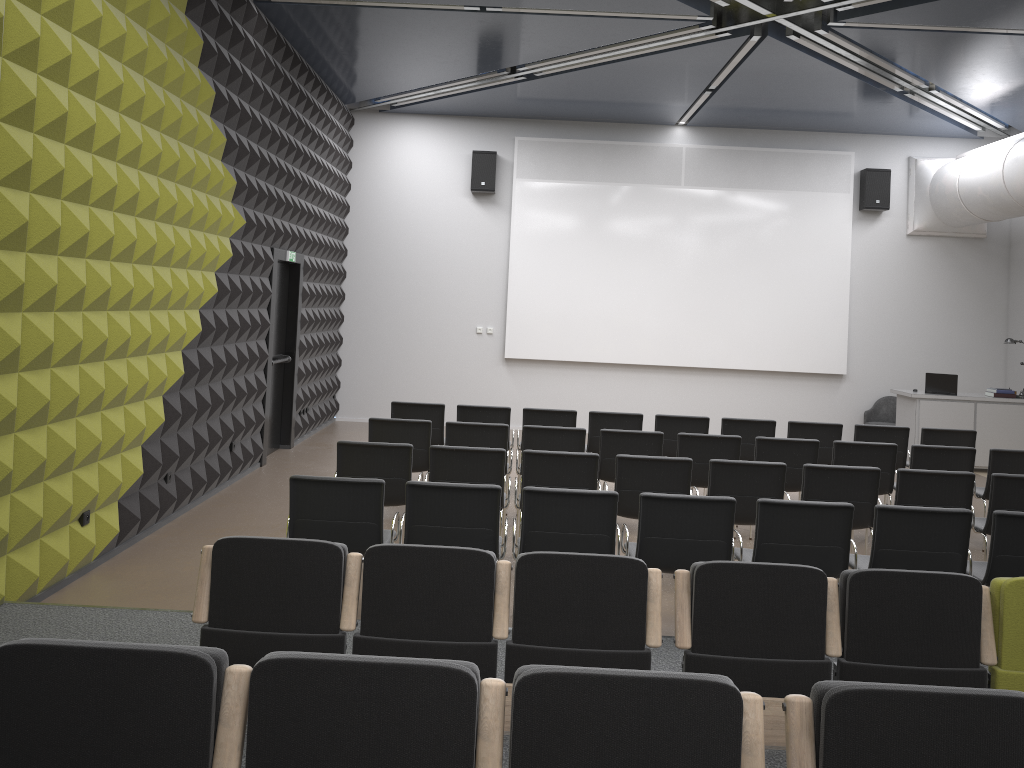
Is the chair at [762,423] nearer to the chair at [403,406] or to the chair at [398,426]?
the chair at [403,406]

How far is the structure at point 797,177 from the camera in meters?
13.3

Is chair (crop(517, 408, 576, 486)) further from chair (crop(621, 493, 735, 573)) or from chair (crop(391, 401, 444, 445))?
chair (crop(621, 493, 735, 573))

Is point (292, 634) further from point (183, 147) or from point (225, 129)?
point (225, 129)

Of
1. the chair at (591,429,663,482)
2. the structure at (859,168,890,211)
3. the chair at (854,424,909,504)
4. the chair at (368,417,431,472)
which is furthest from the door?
the structure at (859,168,890,211)

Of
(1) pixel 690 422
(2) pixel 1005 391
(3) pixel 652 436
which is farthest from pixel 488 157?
(2) pixel 1005 391

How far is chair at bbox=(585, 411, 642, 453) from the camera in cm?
901

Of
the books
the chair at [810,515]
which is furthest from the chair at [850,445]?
the books

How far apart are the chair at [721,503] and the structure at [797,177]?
8.08m

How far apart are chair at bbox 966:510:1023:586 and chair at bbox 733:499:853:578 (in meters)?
0.78
